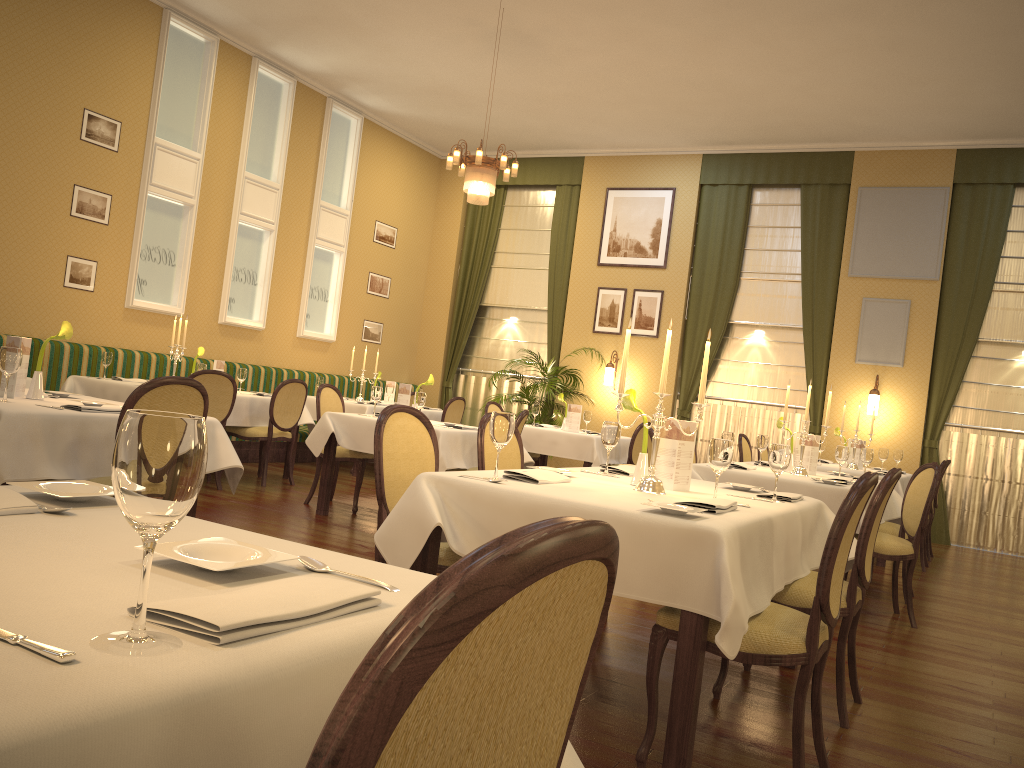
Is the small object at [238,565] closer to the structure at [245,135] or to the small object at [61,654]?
the small object at [61,654]

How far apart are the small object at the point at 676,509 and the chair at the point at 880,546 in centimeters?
297cm

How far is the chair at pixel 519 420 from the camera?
6.2m

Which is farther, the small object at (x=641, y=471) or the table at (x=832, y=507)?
A: the table at (x=832, y=507)

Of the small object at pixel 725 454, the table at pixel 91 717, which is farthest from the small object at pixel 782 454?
the table at pixel 91 717

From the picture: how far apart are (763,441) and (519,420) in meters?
1.8

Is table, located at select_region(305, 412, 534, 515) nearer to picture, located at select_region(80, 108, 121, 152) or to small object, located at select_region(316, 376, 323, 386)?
small object, located at select_region(316, 376, 323, 386)

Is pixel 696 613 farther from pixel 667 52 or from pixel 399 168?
pixel 399 168

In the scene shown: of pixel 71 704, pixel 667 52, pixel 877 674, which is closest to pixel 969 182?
pixel 667 52

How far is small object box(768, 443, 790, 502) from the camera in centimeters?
349cm
